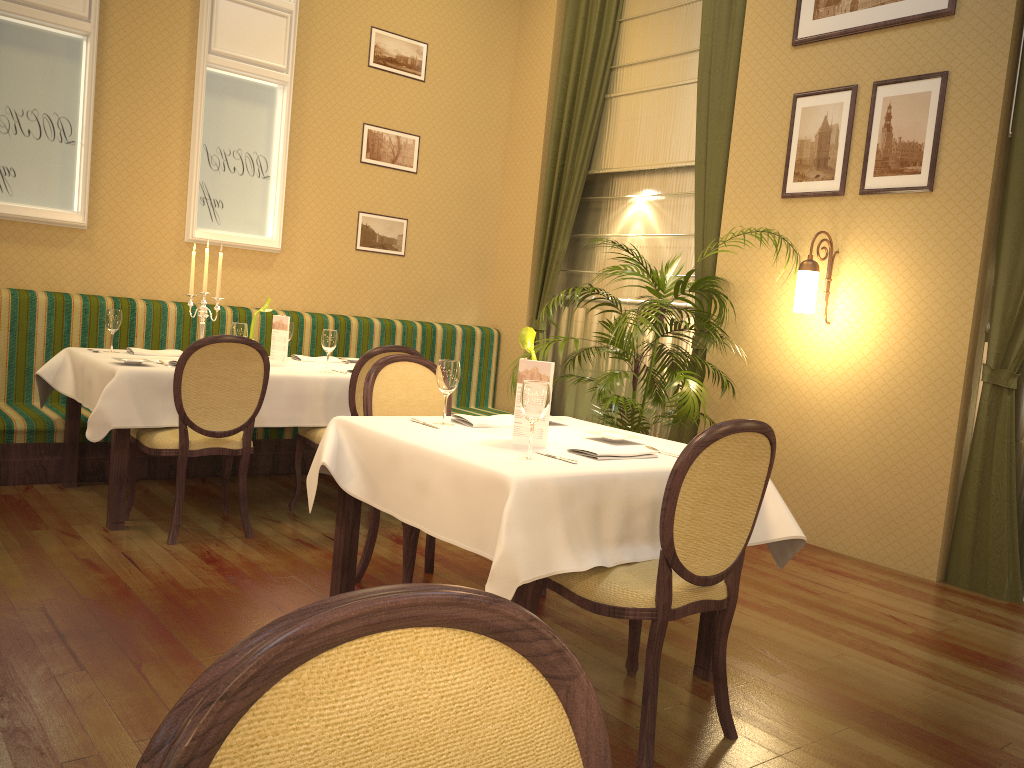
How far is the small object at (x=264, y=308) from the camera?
4.98m

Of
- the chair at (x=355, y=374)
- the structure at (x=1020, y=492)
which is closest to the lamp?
the structure at (x=1020, y=492)

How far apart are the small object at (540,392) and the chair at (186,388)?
1.91m

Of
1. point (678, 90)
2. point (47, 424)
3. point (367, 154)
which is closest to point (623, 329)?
point (678, 90)

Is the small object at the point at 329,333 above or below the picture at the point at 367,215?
below

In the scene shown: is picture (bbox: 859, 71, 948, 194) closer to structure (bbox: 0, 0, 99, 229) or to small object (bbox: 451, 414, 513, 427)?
small object (bbox: 451, 414, 513, 427)

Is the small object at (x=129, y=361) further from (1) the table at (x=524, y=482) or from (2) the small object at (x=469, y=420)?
(2) the small object at (x=469, y=420)

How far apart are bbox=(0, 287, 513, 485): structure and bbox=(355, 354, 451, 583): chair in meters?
2.1 m

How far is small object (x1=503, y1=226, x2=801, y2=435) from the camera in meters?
4.7

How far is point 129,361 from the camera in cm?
410
